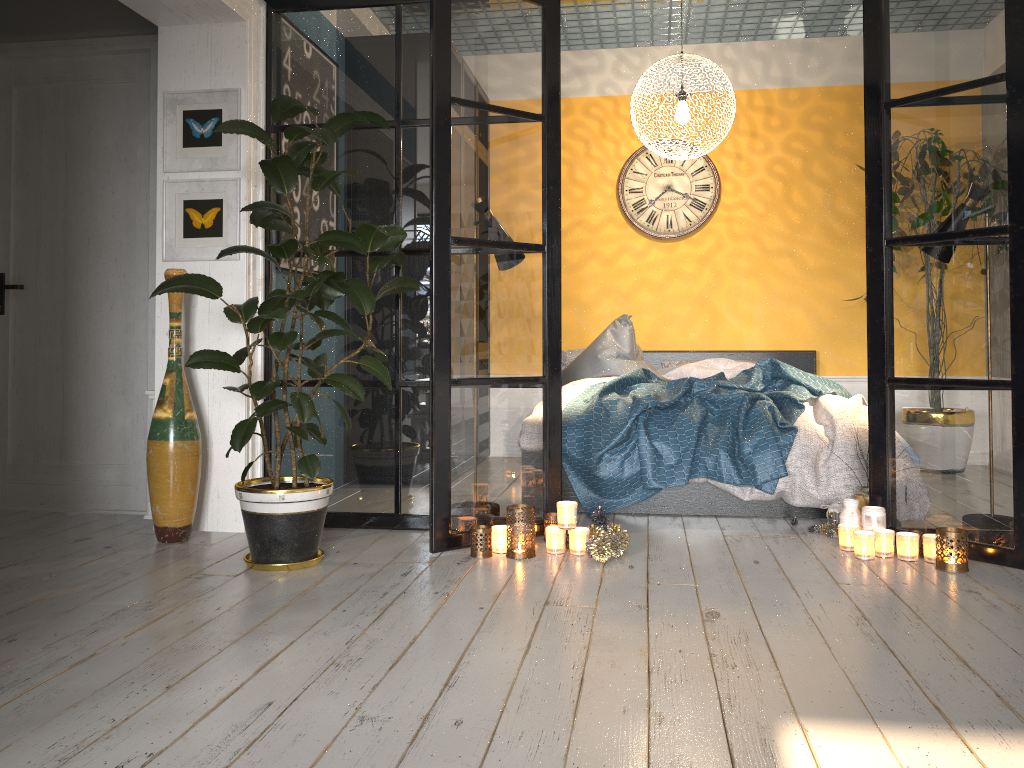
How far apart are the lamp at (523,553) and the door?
1.9m

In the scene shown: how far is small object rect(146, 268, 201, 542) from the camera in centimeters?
358cm

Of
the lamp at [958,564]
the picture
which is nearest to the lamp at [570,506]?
the lamp at [958,564]

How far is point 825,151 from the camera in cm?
612

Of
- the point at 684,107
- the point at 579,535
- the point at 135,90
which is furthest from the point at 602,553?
the point at 135,90

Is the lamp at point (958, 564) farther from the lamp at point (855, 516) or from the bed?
the bed

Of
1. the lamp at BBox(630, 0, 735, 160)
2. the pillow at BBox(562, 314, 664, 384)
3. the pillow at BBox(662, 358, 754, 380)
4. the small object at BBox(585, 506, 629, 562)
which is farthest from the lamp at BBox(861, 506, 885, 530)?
the lamp at BBox(630, 0, 735, 160)

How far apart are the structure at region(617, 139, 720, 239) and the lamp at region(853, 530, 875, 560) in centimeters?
328cm

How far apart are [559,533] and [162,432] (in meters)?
1.65

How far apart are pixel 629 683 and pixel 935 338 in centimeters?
204cm
